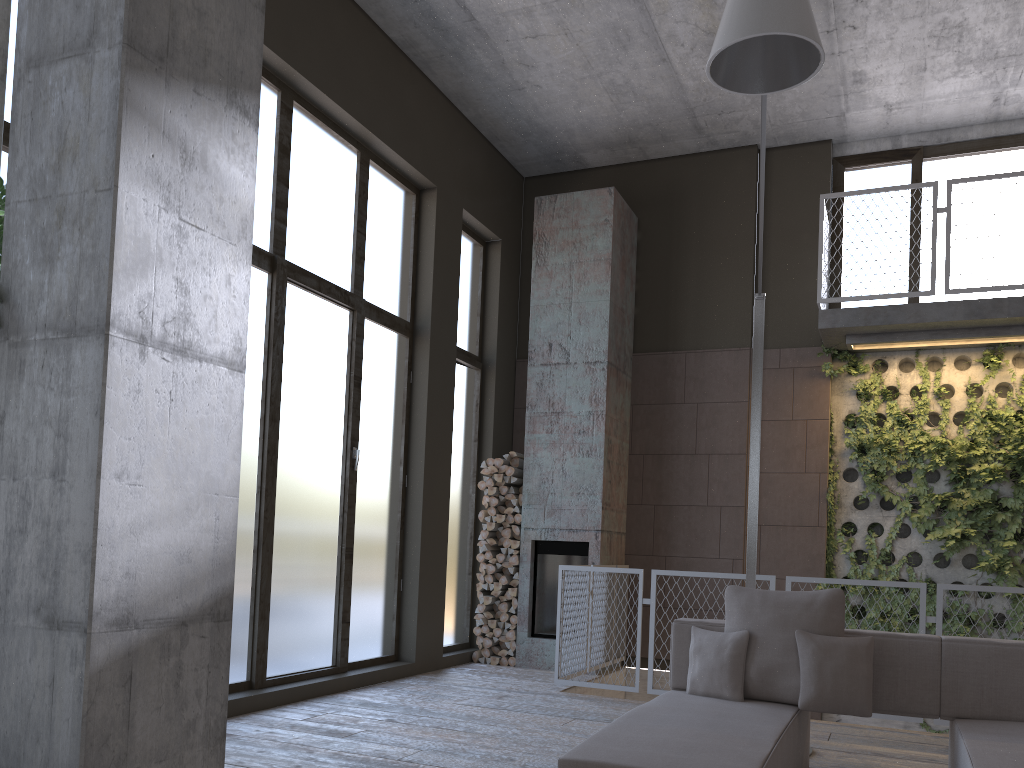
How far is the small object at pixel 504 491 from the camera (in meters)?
8.39

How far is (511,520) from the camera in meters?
8.3

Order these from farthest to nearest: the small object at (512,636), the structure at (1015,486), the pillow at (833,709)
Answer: the small object at (512,636) < the structure at (1015,486) < the pillow at (833,709)

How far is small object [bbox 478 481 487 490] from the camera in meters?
8.5 m

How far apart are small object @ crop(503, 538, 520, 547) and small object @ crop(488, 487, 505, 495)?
0.5m

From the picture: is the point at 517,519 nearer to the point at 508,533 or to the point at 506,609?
the point at 508,533

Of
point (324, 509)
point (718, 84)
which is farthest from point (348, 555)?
point (718, 84)

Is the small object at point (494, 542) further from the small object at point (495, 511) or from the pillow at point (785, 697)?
the pillow at point (785, 697)

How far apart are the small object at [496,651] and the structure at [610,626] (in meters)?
1.04

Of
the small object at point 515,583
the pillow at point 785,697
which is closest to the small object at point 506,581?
the small object at point 515,583
